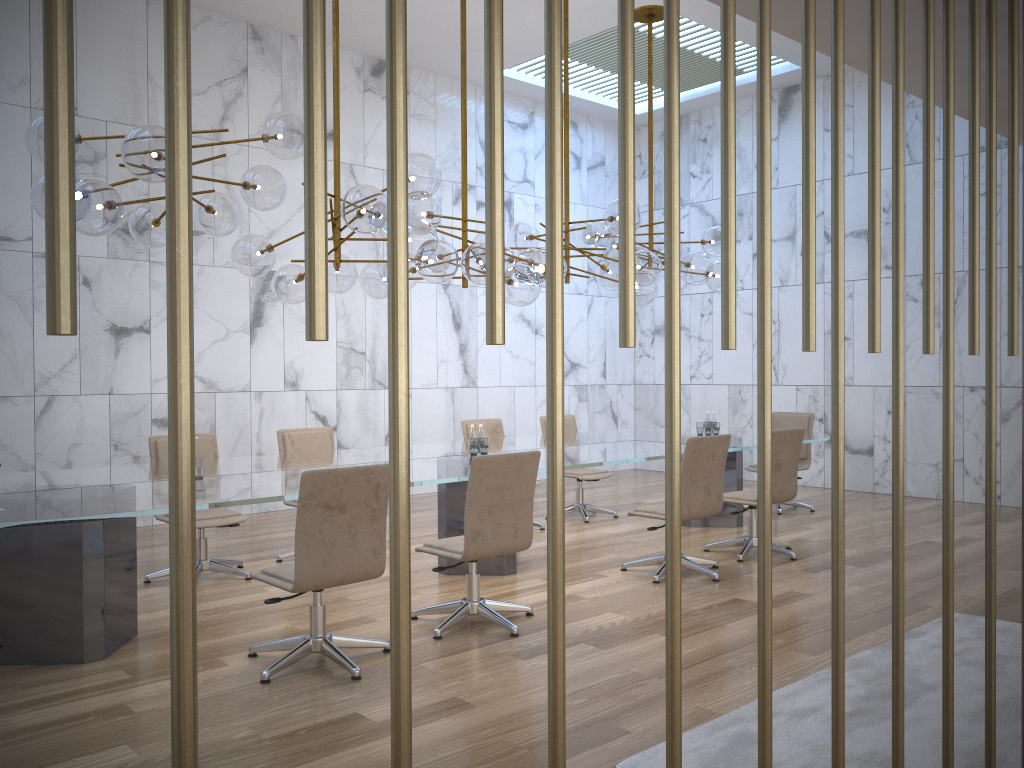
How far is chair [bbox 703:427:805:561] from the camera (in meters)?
6.69

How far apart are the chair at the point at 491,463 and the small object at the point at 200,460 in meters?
1.3

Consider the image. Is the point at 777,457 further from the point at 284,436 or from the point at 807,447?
the point at 284,436

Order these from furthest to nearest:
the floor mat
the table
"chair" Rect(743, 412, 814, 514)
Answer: "chair" Rect(743, 412, 814, 514)
the table
the floor mat

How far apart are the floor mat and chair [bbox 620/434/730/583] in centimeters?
144cm

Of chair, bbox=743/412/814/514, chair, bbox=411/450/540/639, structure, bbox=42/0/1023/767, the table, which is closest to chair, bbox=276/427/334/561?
the table

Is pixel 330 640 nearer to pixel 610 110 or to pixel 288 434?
pixel 288 434

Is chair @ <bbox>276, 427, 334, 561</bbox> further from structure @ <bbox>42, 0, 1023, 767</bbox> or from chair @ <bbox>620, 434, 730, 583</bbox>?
structure @ <bbox>42, 0, 1023, 767</bbox>

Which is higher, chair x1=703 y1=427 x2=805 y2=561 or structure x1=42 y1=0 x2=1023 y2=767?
structure x1=42 y1=0 x2=1023 y2=767

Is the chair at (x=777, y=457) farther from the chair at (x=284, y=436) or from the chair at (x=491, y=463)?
the chair at (x=284, y=436)
